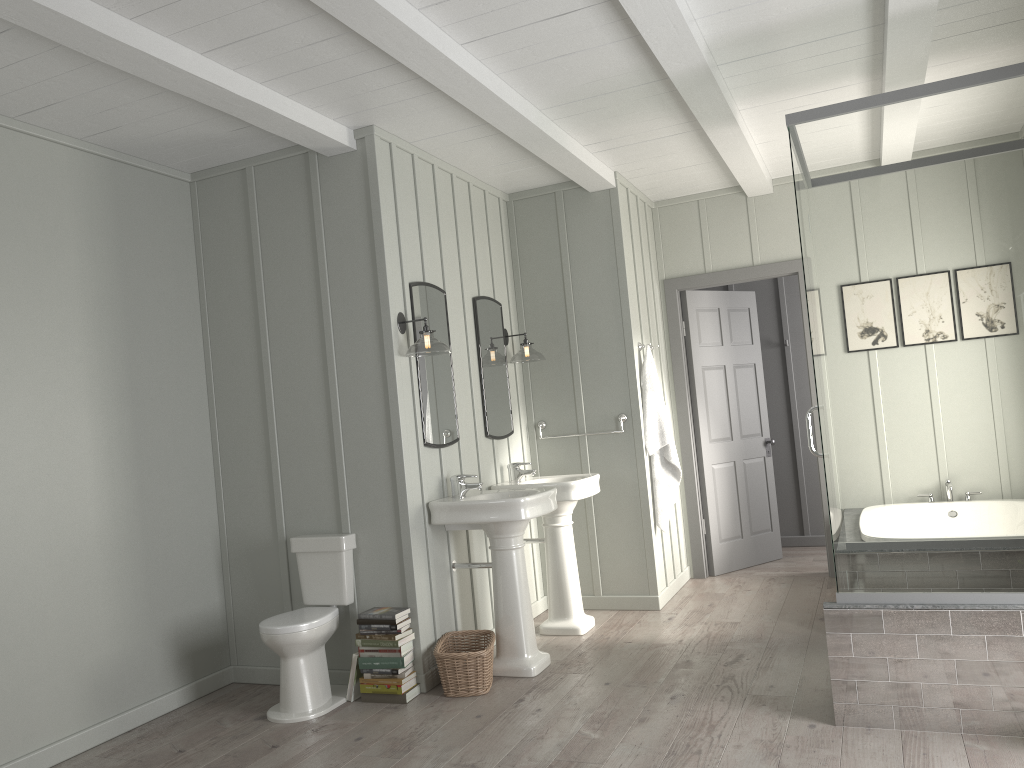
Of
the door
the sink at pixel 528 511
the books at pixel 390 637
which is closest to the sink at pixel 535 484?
the sink at pixel 528 511

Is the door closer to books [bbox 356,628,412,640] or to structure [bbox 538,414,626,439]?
structure [bbox 538,414,626,439]

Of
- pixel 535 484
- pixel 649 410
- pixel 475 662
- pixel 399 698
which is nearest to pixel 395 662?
pixel 399 698

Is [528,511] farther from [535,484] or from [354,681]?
[354,681]

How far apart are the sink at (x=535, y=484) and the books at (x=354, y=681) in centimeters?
133cm

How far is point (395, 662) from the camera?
4.1 meters

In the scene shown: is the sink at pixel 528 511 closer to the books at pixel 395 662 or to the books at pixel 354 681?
the books at pixel 395 662

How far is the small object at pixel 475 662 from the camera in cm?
409

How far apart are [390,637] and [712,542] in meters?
3.2 m

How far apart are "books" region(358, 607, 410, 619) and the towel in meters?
2.1 m
